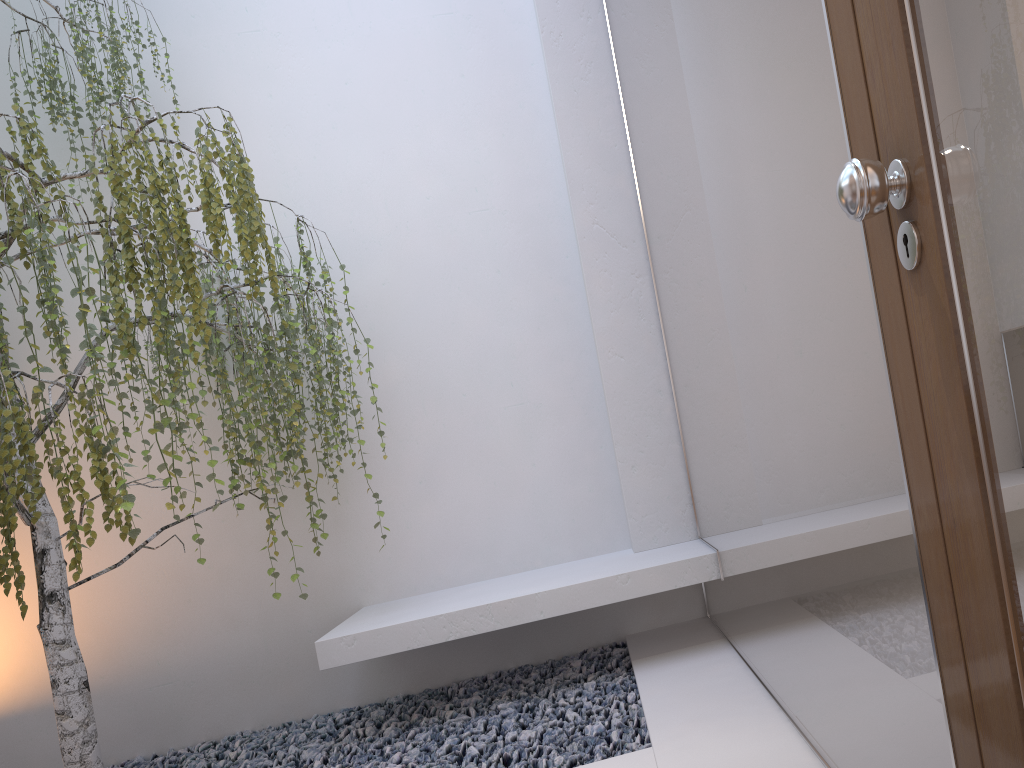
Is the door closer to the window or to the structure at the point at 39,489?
the window

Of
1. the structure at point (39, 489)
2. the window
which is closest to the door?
the window

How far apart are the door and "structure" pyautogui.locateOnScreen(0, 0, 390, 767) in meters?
2.2 m

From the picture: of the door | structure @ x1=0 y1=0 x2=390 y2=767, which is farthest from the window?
structure @ x1=0 y1=0 x2=390 y2=767

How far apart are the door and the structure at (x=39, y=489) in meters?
2.2 m

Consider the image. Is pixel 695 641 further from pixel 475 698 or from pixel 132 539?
pixel 132 539

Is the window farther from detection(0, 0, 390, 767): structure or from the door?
detection(0, 0, 390, 767): structure

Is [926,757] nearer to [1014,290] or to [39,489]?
[1014,290]

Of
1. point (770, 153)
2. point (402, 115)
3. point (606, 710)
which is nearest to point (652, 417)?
point (606, 710)

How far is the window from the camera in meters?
1.2 m
